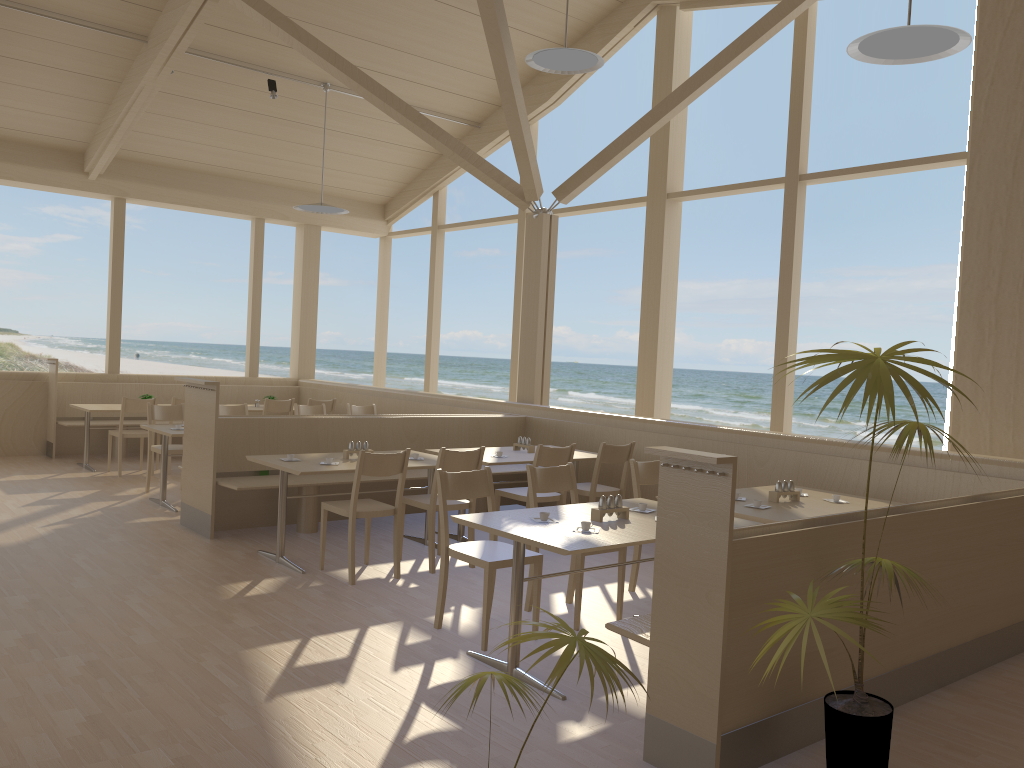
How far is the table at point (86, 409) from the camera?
8.8 meters

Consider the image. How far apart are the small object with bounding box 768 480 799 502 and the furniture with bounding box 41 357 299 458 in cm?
756

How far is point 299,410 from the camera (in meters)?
8.82

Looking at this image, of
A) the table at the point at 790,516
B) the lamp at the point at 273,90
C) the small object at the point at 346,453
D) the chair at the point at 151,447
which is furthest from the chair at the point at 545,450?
the lamp at the point at 273,90

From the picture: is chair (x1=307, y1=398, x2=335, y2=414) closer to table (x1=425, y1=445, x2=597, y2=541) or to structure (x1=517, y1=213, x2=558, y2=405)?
structure (x1=517, y1=213, x2=558, y2=405)

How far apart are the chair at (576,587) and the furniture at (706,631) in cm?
109

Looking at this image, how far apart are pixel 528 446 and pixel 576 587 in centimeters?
242cm

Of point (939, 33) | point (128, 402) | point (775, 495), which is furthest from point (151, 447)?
point (939, 33)

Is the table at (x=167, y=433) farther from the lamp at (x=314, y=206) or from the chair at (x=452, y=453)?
the lamp at (x=314, y=206)

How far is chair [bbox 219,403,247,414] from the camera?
8.4m
